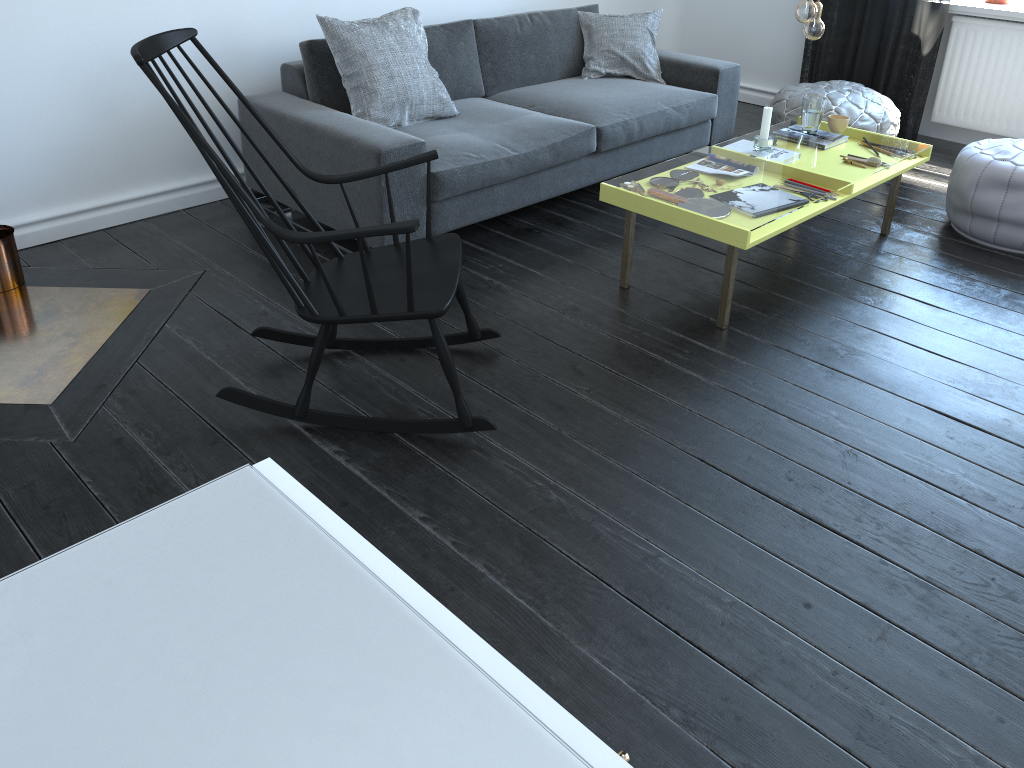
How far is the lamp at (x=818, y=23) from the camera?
3.0 meters

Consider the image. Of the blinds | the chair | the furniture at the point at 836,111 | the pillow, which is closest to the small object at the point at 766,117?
the furniture at the point at 836,111

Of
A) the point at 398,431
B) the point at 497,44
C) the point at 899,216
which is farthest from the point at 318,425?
the point at 899,216

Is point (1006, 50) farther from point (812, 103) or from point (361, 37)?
point (361, 37)

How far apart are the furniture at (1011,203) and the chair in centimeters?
218cm

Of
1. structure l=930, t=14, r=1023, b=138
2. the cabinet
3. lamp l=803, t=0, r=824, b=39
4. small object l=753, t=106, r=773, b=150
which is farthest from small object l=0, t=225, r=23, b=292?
structure l=930, t=14, r=1023, b=138

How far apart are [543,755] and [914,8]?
7.3 meters

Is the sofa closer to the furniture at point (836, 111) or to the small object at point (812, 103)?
the furniture at point (836, 111)

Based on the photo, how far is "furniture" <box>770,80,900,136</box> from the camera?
4.37m

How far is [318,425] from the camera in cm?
246
